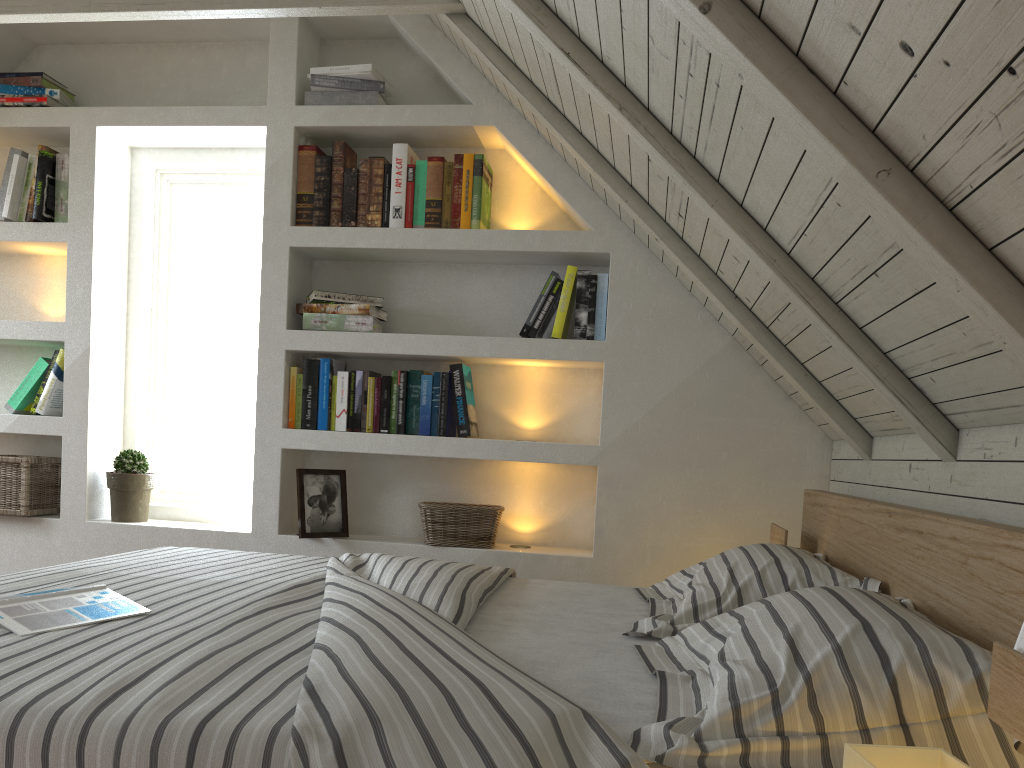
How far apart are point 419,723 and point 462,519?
1.86m

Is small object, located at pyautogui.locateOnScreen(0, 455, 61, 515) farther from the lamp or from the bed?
the lamp

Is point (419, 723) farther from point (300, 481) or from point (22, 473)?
point (22, 473)

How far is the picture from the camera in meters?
2.8

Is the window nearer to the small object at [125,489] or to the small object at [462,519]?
the small object at [125,489]

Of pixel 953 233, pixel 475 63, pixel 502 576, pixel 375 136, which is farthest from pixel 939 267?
pixel 375 136

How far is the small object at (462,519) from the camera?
2.8m

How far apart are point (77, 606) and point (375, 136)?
2.00m

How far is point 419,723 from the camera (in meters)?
0.91

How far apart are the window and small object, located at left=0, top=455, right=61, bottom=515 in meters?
0.3 m
